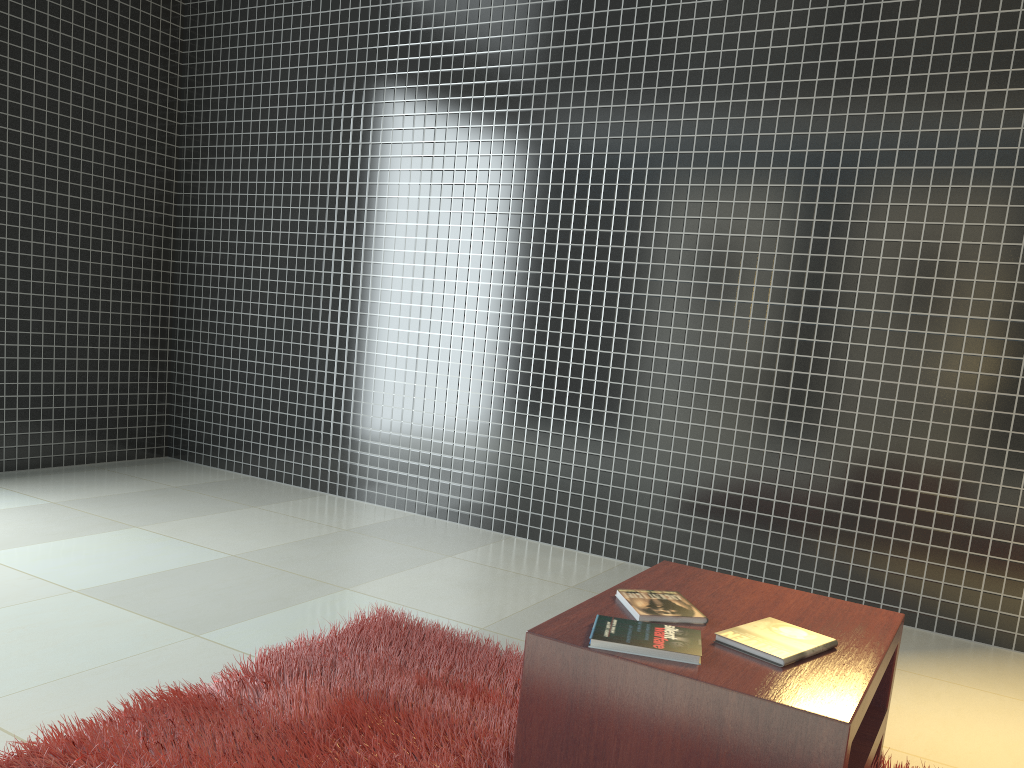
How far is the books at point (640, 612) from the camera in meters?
2.0 m

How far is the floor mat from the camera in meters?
2.0 m

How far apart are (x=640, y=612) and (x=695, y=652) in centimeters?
25cm

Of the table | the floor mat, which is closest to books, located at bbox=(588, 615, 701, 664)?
the table

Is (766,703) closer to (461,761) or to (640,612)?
(640,612)

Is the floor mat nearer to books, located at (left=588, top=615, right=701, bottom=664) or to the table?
the table

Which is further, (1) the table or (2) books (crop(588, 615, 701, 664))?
(2) books (crop(588, 615, 701, 664))

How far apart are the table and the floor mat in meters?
0.1

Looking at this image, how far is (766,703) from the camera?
1.6m

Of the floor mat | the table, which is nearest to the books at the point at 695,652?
the table
